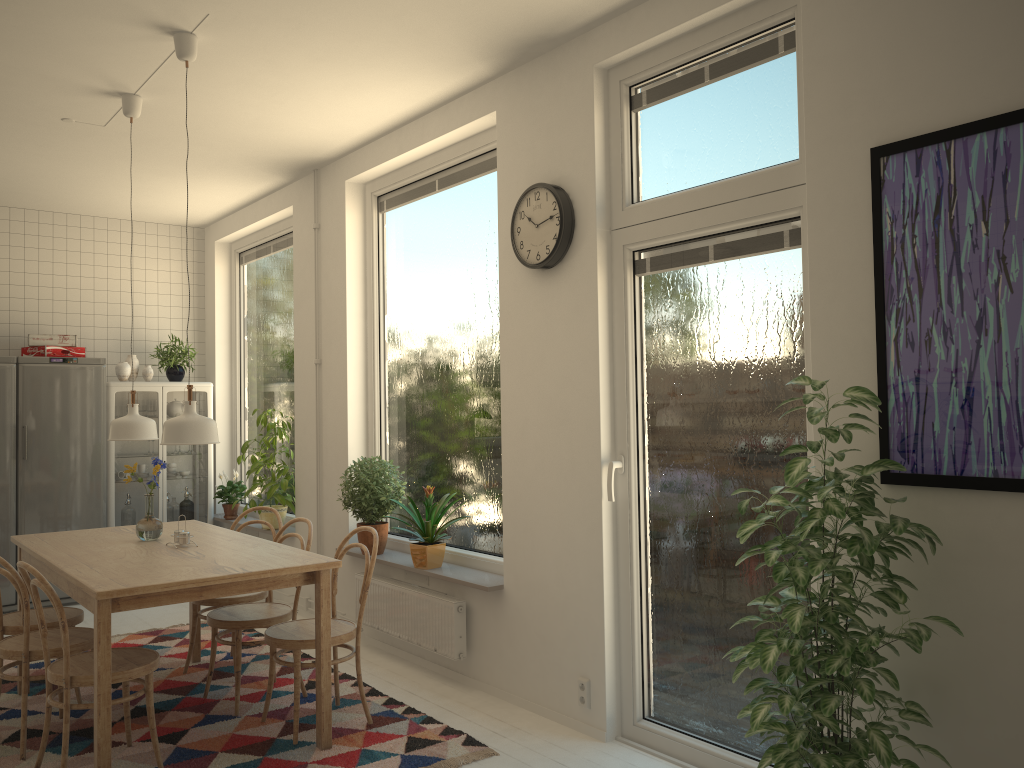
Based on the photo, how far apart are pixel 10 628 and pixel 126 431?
1.0 meters

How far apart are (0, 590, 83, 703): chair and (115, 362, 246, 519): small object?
2.5m

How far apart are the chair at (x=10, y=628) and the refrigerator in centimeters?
217cm

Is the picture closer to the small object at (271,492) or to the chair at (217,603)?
the chair at (217,603)

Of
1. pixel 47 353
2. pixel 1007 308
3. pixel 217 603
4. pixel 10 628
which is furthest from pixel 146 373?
pixel 1007 308

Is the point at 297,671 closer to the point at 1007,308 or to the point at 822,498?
the point at 822,498

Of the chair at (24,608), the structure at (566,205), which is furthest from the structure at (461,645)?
the structure at (566,205)

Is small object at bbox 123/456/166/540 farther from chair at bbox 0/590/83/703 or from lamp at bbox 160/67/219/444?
lamp at bbox 160/67/219/444

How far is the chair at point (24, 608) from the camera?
3.4 meters

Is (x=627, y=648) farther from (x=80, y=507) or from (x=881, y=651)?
(x=80, y=507)
